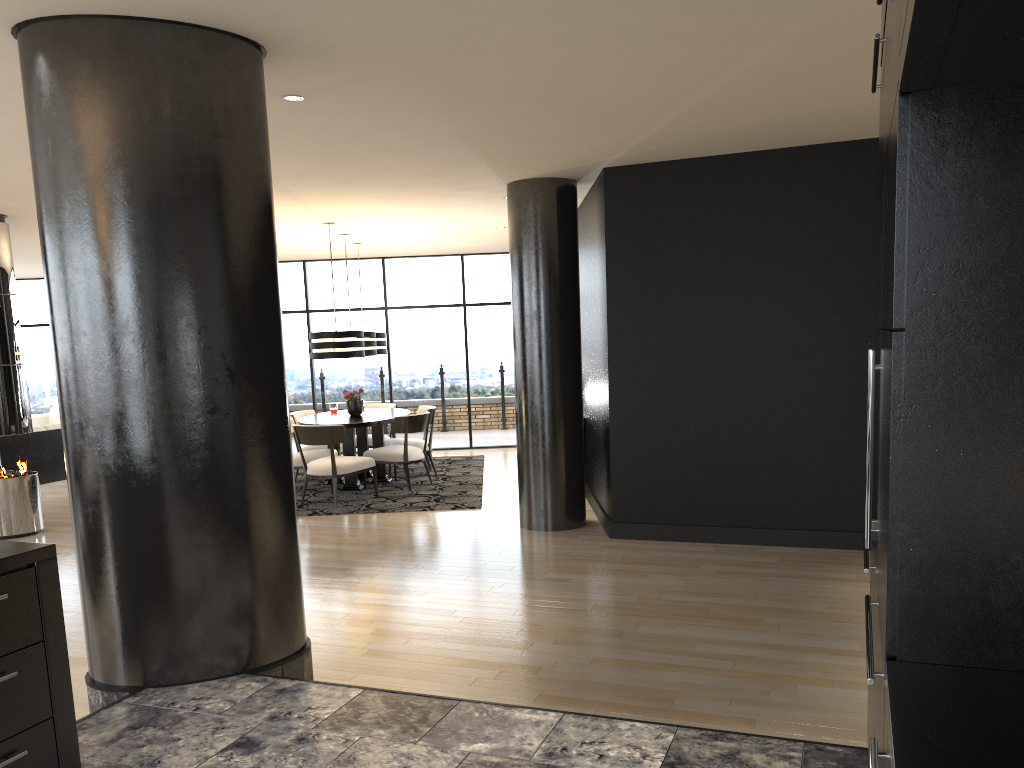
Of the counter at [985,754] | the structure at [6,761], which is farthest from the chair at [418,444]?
the counter at [985,754]

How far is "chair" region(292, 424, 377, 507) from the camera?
8.3m

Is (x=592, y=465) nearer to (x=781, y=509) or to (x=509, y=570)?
(x=781, y=509)

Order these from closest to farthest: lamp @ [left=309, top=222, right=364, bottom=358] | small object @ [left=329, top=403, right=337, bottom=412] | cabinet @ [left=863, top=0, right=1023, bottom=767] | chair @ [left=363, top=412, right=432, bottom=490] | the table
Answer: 1. cabinet @ [left=863, top=0, right=1023, bottom=767]
2. lamp @ [left=309, top=222, right=364, bottom=358]
3. the table
4. chair @ [left=363, top=412, right=432, bottom=490]
5. small object @ [left=329, top=403, right=337, bottom=412]

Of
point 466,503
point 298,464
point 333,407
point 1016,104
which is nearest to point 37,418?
point 333,407

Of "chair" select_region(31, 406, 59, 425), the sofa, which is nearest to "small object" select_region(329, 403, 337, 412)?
the sofa

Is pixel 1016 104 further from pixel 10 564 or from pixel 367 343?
pixel 367 343

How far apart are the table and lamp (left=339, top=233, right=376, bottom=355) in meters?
0.7

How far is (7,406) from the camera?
7.49m

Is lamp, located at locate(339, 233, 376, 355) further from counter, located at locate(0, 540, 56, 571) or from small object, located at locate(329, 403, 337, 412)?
counter, located at locate(0, 540, 56, 571)
